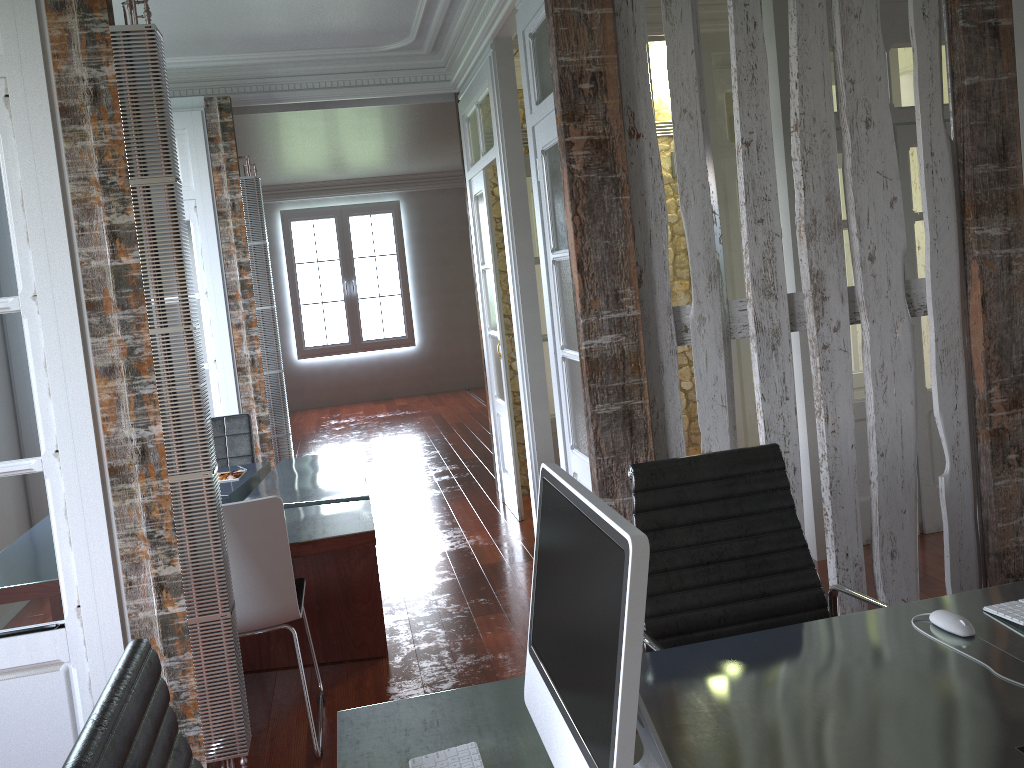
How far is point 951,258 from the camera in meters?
2.8

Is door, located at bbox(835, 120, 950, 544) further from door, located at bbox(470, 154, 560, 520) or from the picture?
the picture

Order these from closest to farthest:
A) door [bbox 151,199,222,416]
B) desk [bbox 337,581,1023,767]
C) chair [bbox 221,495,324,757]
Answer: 1. desk [bbox 337,581,1023,767]
2. chair [bbox 221,495,324,757]
3. door [bbox 151,199,222,416]

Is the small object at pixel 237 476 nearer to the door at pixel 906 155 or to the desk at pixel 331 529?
the desk at pixel 331 529

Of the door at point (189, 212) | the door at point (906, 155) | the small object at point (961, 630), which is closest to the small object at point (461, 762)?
the small object at point (961, 630)

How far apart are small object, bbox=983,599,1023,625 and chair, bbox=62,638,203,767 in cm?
159

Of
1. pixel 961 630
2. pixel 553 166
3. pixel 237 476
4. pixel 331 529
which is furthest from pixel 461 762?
pixel 237 476

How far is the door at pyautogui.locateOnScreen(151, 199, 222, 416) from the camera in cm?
530

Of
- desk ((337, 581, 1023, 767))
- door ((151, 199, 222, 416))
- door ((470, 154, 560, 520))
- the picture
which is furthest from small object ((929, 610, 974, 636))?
the picture

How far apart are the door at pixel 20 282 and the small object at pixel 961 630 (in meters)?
2.15
